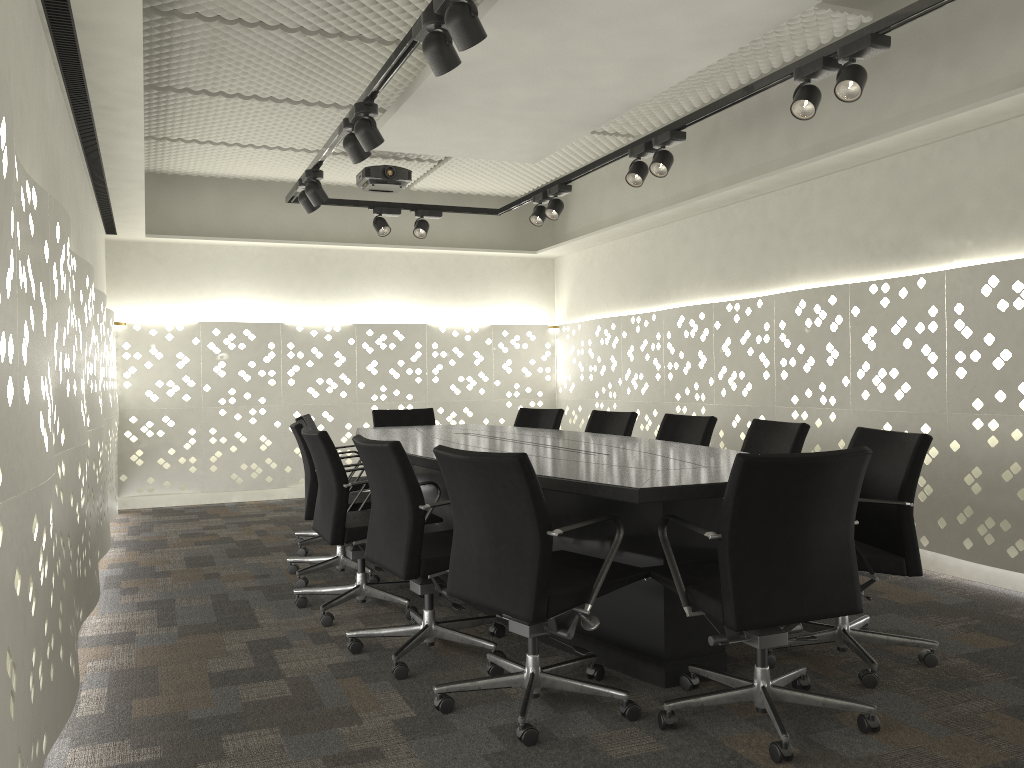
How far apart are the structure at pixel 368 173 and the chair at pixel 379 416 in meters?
1.5 m

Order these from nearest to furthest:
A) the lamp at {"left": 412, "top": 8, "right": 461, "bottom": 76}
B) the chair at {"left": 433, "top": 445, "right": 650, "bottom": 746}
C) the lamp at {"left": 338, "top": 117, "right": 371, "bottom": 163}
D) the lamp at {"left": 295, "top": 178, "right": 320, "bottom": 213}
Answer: the chair at {"left": 433, "top": 445, "right": 650, "bottom": 746} < the lamp at {"left": 412, "top": 8, "right": 461, "bottom": 76} < the lamp at {"left": 338, "top": 117, "right": 371, "bottom": 163} < the lamp at {"left": 295, "top": 178, "right": 320, "bottom": 213}

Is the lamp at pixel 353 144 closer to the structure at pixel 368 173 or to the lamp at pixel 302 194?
the lamp at pixel 302 194

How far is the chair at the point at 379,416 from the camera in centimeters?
576cm

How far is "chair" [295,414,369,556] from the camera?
4.8 meters

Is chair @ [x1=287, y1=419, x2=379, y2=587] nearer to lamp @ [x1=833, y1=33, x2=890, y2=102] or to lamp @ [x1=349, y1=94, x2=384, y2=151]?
lamp @ [x1=349, y1=94, x2=384, y2=151]

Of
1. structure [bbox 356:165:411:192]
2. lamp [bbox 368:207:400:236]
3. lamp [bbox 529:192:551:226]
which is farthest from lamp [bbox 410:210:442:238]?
lamp [bbox 529:192:551:226]

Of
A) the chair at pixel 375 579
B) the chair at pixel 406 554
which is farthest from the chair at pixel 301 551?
the chair at pixel 406 554

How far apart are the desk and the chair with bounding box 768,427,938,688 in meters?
0.2

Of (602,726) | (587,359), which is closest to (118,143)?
(602,726)
